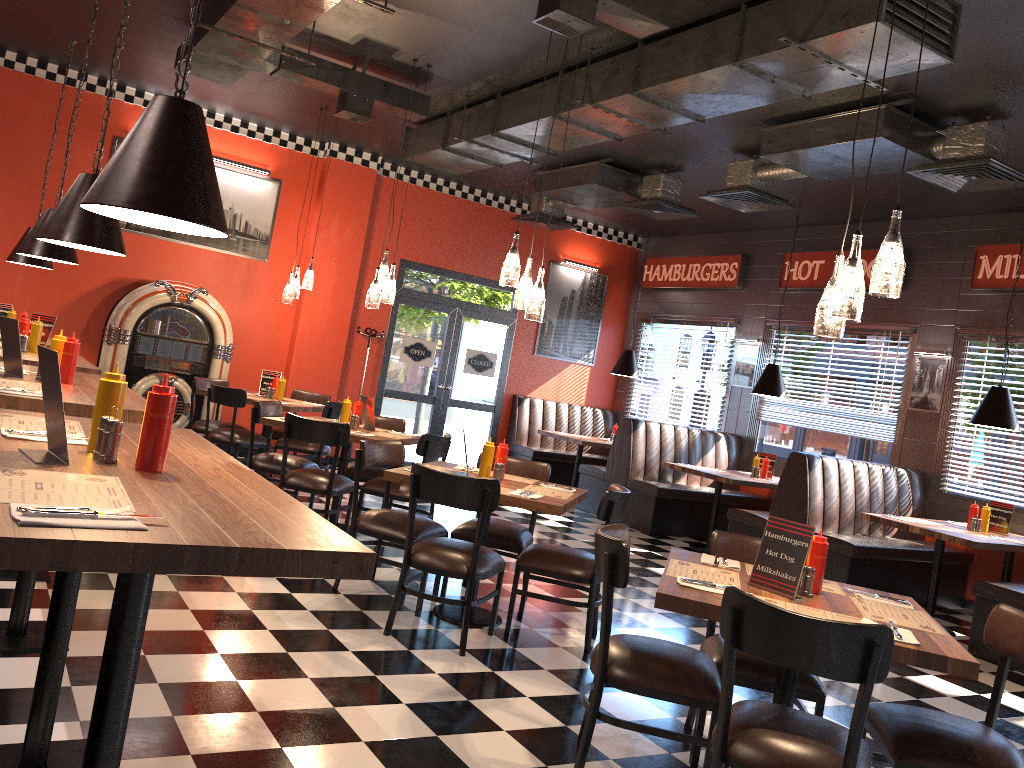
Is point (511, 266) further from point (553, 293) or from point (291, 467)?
point (553, 293)

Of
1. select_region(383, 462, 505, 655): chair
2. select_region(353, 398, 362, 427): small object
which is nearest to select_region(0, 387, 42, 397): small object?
select_region(383, 462, 505, 655): chair

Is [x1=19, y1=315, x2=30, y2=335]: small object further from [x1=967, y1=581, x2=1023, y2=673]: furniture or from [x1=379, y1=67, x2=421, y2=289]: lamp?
[x1=967, y1=581, x2=1023, y2=673]: furniture

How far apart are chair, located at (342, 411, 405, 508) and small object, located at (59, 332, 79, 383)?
3.15m

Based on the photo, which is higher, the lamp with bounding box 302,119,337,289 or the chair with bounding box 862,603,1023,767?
the lamp with bounding box 302,119,337,289

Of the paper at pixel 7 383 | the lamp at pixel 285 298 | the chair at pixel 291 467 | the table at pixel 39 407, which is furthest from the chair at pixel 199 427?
the paper at pixel 7 383

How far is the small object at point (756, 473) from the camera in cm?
918

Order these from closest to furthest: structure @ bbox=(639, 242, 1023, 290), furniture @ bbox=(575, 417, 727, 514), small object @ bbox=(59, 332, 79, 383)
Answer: small object @ bbox=(59, 332, 79, 383) → structure @ bbox=(639, 242, 1023, 290) → furniture @ bbox=(575, 417, 727, 514)

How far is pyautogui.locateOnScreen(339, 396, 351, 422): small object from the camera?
6.8 meters

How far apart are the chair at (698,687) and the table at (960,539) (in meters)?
3.92
